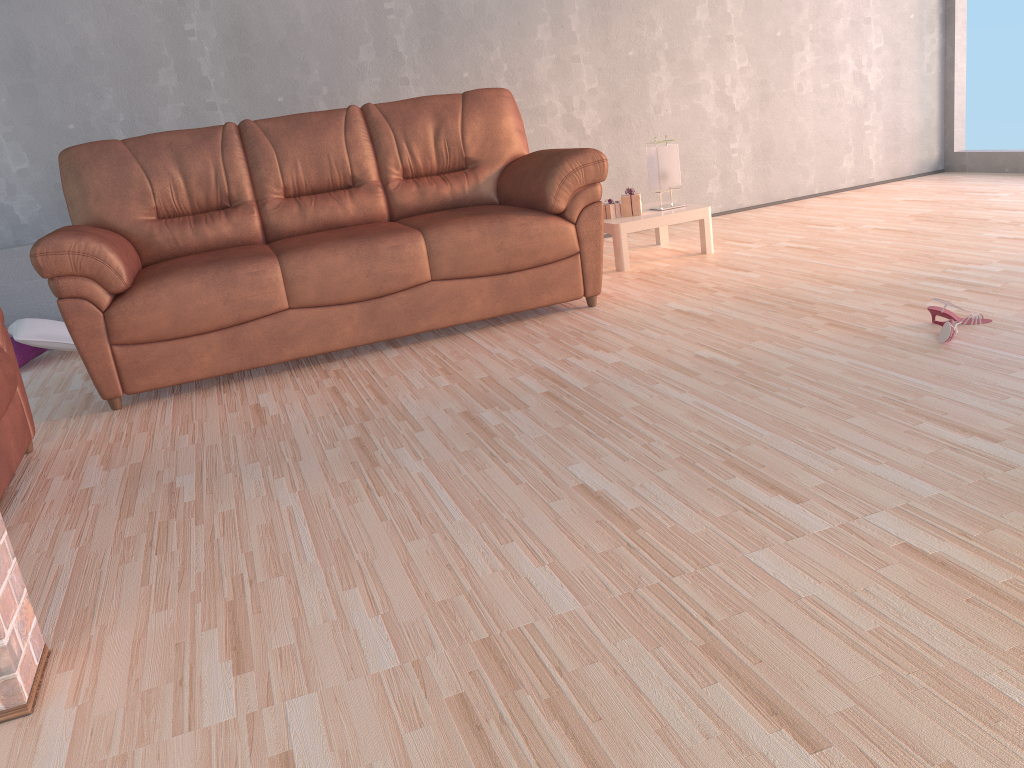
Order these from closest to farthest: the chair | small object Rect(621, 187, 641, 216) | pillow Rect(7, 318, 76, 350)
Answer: the chair < pillow Rect(7, 318, 76, 350) < small object Rect(621, 187, 641, 216)

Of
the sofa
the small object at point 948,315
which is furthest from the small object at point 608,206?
the small object at point 948,315

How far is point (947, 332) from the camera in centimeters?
264cm

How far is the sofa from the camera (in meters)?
3.20

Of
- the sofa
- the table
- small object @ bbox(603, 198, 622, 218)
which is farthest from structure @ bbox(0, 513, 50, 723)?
small object @ bbox(603, 198, 622, 218)

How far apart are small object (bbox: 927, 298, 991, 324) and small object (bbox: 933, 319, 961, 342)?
0.2 meters

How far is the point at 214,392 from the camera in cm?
330

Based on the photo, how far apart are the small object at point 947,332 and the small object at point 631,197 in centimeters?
211cm

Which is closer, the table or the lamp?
the table

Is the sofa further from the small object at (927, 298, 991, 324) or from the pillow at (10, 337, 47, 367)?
the small object at (927, 298, 991, 324)
